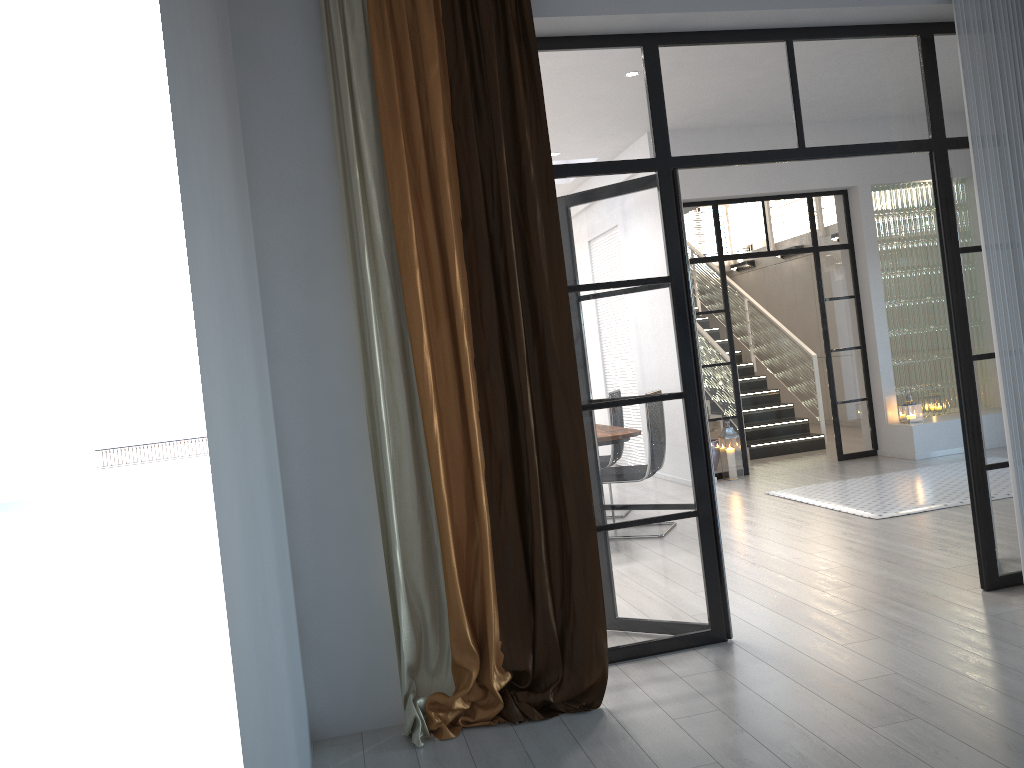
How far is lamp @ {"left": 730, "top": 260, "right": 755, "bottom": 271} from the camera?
13.9m

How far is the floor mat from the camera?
6.26m

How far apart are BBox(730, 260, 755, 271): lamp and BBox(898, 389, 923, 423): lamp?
5.6m

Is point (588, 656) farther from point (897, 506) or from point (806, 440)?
point (806, 440)

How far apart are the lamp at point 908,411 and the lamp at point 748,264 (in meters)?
5.62

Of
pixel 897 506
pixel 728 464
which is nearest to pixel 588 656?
pixel 897 506

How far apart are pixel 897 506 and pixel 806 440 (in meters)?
3.66

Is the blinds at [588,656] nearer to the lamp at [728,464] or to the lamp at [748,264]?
the lamp at [728,464]

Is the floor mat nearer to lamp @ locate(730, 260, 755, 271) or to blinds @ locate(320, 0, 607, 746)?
blinds @ locate(320, 0, 607, 746)

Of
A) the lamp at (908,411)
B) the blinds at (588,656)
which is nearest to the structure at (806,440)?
the lamp at (908,411)
